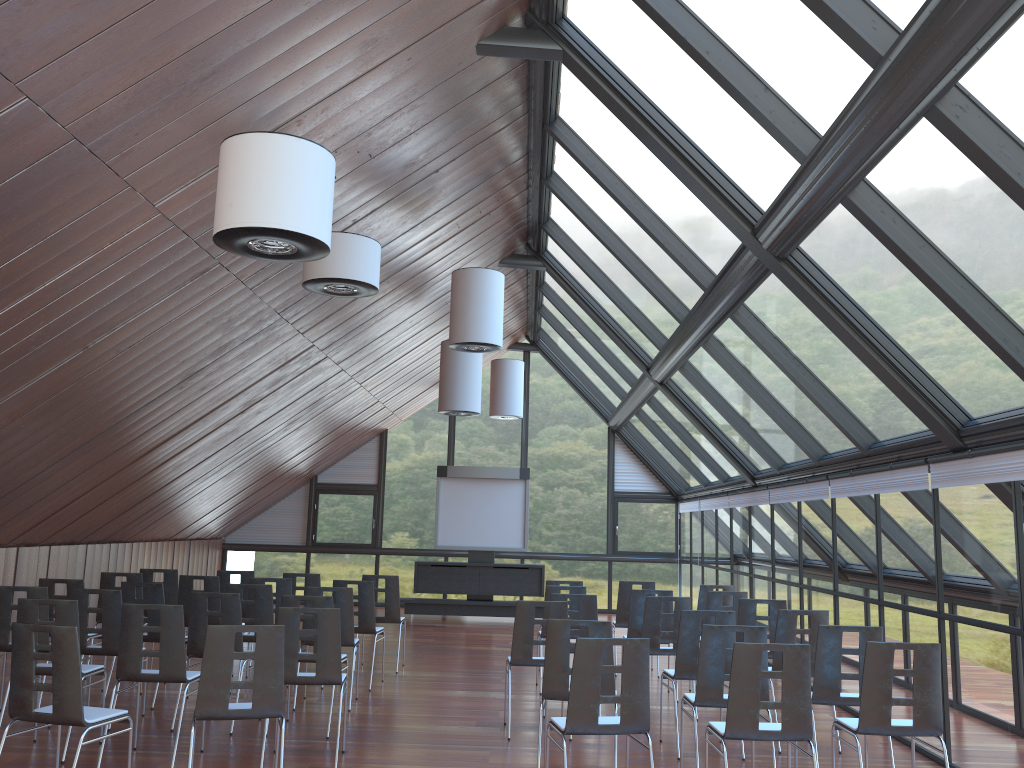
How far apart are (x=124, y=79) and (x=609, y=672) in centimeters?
470cm

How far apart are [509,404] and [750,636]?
11.2m

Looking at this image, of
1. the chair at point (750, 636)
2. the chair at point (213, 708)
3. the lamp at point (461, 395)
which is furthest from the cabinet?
the chair at point (213, 708)

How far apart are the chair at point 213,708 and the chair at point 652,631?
4.2 meters

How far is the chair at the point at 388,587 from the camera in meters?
11.3

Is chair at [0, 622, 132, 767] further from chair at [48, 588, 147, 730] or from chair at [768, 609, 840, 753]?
chair at [768, 609, 840, 753]

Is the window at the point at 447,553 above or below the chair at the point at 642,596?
above

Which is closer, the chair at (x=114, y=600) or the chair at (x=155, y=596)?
the chair at (x=114, y=600)

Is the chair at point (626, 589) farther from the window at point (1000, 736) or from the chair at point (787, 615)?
the chair at point (787, 615)

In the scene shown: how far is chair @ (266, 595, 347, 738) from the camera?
7.8m
